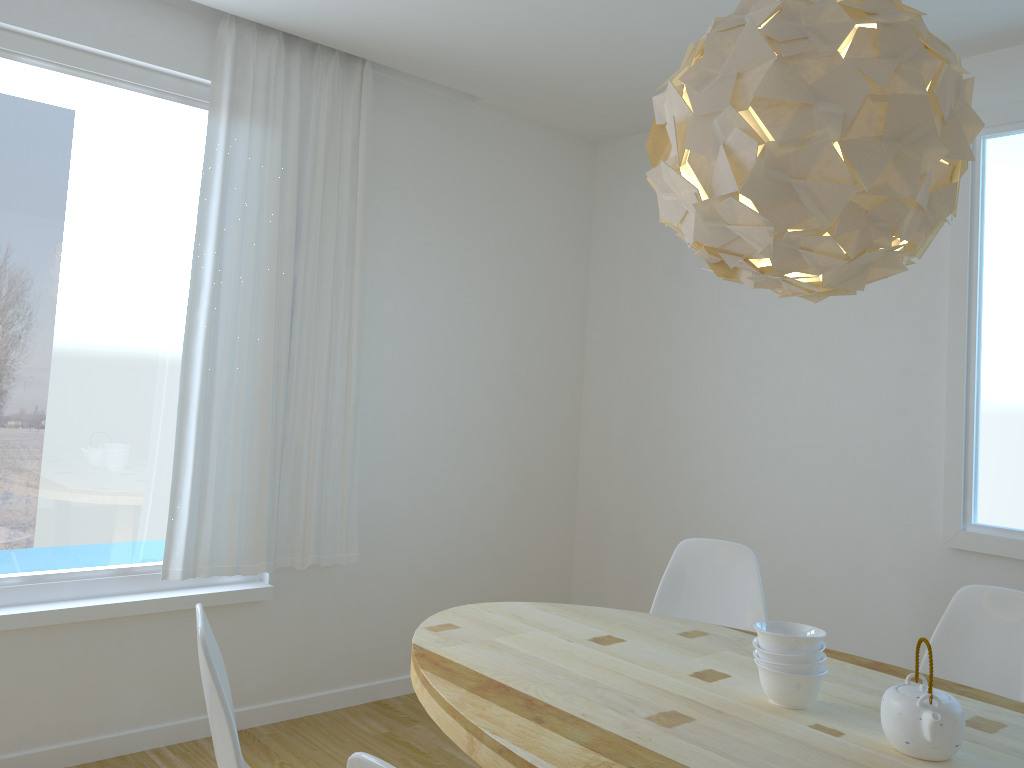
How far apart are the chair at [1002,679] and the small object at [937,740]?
0.8m

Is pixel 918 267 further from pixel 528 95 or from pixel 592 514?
pixel 592 514

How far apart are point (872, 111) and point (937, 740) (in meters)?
1.15

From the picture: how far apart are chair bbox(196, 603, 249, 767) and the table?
0.4 meters

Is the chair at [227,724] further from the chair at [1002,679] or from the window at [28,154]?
the chair at [1002,679]

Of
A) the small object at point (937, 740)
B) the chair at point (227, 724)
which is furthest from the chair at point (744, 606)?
the chair at point (227, 724)

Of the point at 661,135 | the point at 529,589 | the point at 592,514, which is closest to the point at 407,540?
the point at 529,589

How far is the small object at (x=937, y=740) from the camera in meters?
1.6 m

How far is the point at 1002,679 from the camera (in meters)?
2.42

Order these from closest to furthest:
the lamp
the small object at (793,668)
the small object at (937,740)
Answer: the lamp
the small object at (937,740)
the small object at (793,668)
